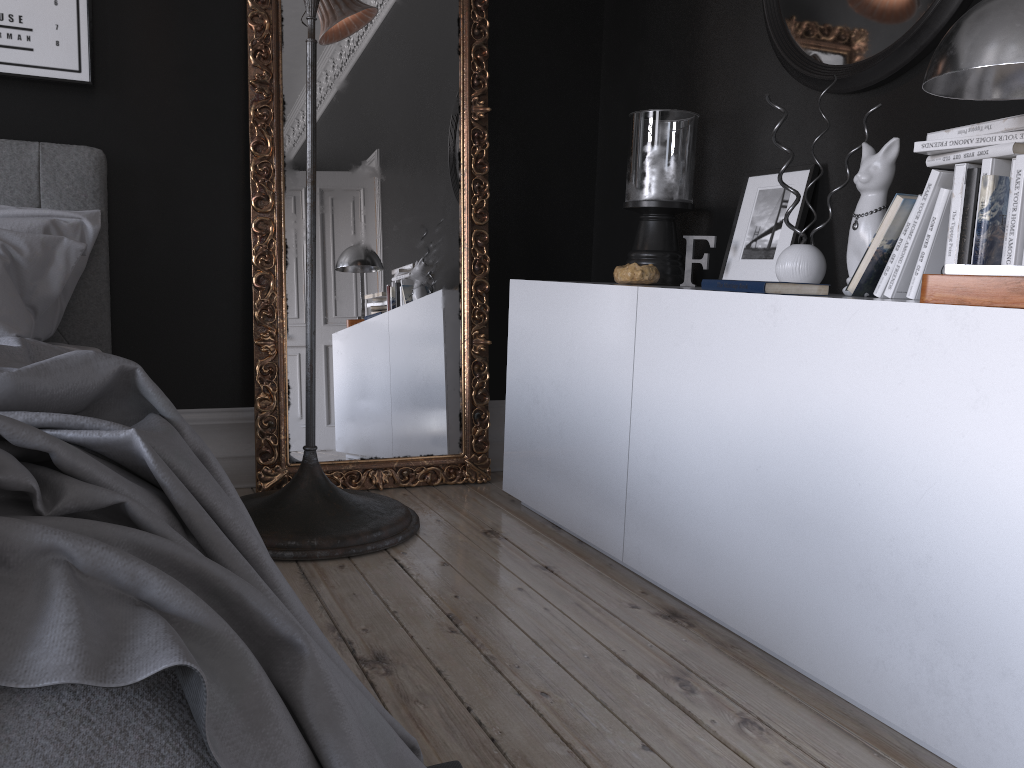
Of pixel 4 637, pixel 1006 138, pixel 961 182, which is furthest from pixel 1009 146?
pixel 4 637

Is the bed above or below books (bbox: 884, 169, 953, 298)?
below

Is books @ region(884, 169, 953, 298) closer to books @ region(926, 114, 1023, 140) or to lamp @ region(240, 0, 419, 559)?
books @ region(926, 114, 1023, 140)

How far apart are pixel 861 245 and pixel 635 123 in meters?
1.3 m

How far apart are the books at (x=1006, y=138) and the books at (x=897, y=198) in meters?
0.1 m

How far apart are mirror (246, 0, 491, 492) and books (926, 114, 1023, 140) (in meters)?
2.02

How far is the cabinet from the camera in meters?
1.6

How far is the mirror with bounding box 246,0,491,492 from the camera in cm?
344

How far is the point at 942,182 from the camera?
2.02m

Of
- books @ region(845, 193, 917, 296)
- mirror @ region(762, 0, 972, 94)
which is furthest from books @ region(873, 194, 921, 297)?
mirror @ region(762, 0, 972, 94)
